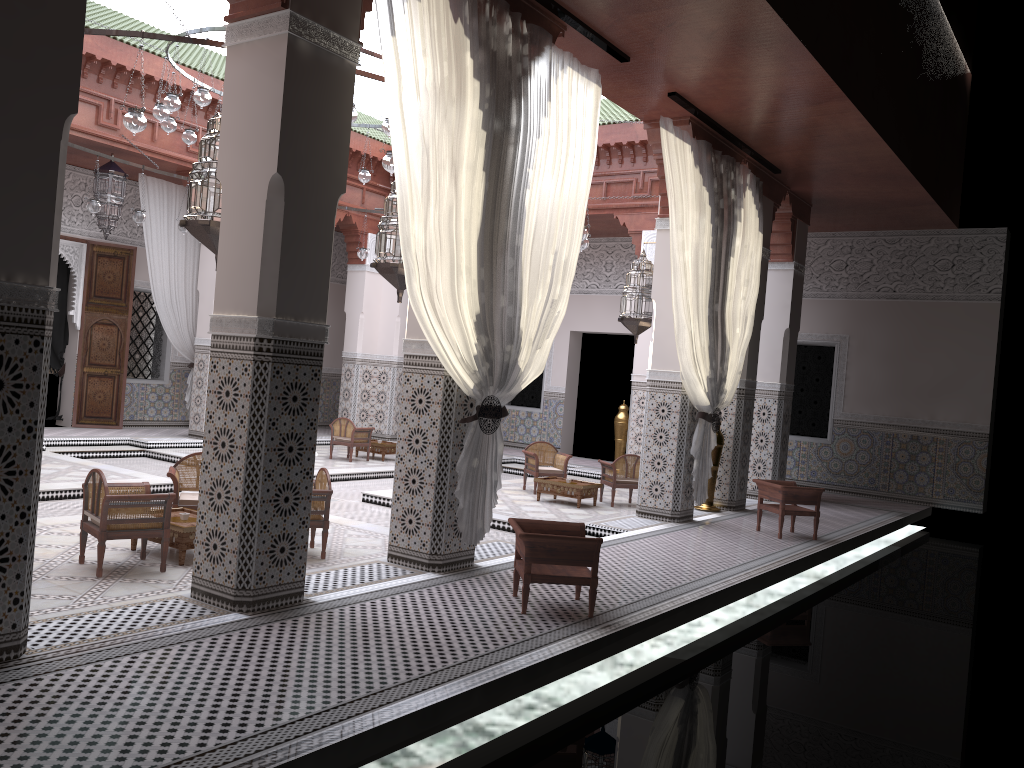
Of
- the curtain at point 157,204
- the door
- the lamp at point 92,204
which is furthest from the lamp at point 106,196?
the door

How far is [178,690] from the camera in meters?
1.7

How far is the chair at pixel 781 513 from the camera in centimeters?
412cm

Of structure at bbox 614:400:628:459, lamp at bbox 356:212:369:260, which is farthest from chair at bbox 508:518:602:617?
lamp at bbox 356:212:369:260

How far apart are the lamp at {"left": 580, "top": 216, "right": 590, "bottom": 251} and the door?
3.7m

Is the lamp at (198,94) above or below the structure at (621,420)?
above

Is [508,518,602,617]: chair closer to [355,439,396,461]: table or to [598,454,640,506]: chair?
[598,454,640,506]: chair

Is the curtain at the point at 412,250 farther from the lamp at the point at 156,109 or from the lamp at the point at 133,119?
the lamp at the point at 156,109

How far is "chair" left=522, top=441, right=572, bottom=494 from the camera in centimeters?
541cm

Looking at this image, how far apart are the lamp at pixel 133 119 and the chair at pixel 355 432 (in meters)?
3.41
